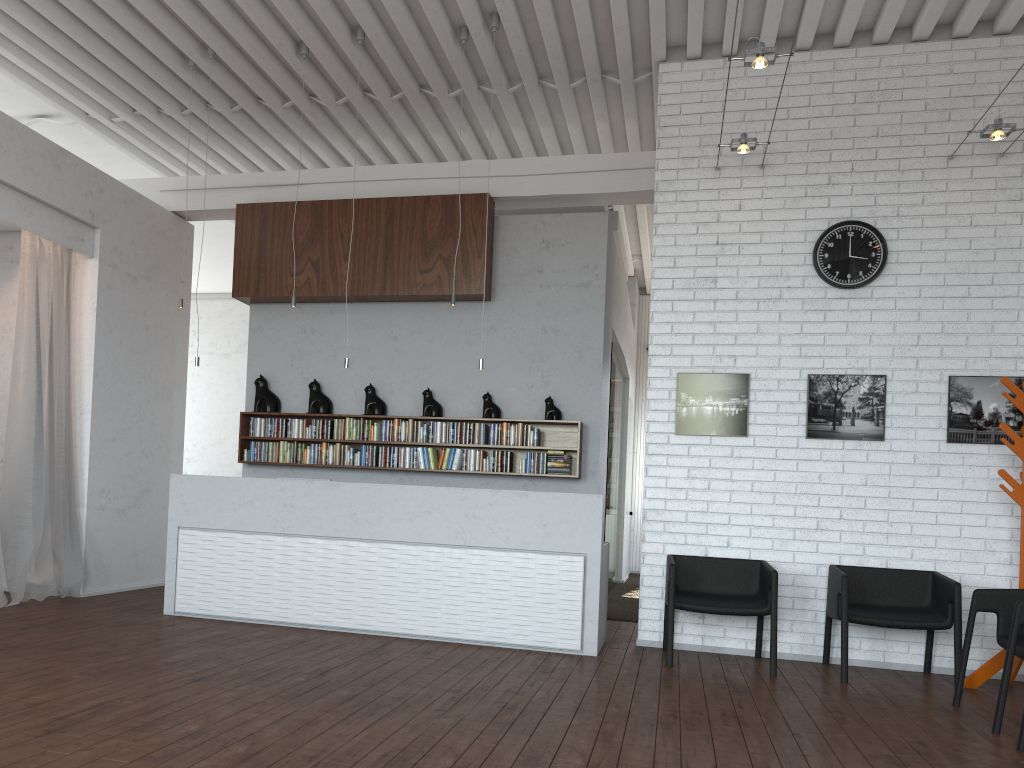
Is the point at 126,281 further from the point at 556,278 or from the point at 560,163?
the point at 560,163
